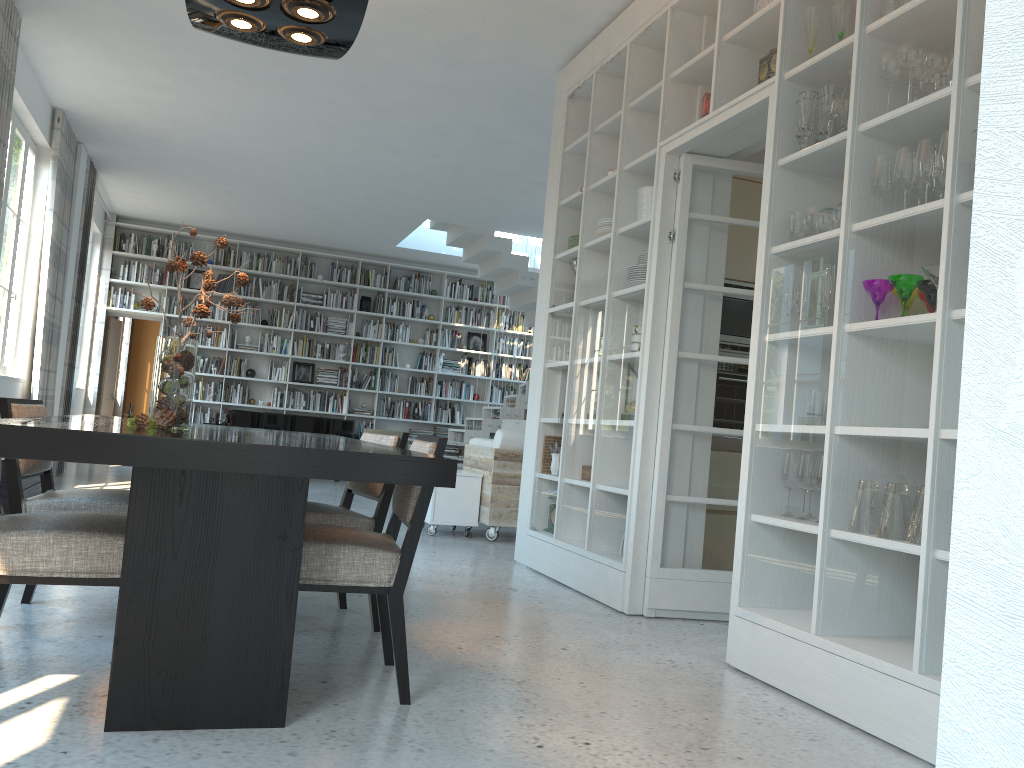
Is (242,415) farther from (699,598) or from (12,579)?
(12,579)

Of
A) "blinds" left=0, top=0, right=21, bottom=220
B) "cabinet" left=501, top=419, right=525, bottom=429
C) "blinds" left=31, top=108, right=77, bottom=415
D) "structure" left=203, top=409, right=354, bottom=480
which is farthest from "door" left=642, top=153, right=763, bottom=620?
"structure" left=203, top=409, right=354, bottom=480

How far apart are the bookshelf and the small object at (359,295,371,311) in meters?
0.1 m

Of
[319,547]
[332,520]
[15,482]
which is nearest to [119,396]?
[15,482]

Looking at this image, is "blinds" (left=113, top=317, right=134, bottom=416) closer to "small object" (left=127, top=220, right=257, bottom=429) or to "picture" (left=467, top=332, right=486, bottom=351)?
"picture" (left=467, top=332, right=486, bottom=351)

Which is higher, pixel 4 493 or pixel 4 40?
pixel 4 40

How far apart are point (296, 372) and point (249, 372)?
0.66m

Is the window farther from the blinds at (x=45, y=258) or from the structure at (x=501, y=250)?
the structure at (x=501, y=250)

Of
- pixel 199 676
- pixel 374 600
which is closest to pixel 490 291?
pixel 374 600

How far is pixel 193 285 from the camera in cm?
1212
